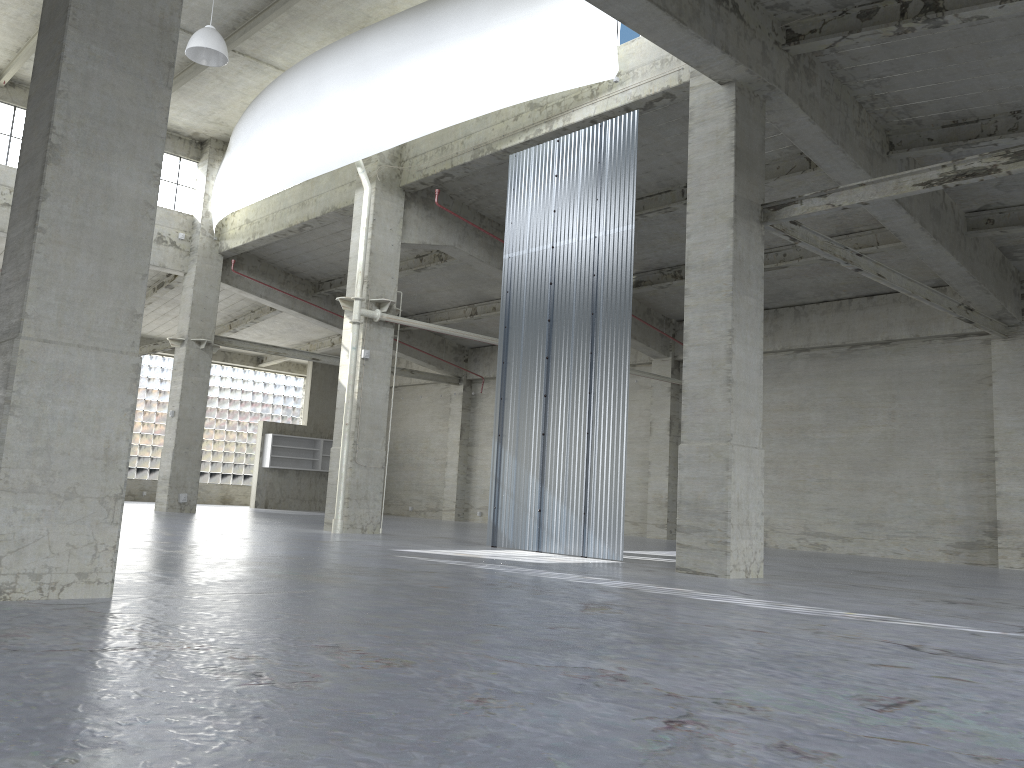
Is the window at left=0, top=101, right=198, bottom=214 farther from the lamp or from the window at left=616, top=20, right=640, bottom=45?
the window at left=616, top=20, right=640, bottom=45

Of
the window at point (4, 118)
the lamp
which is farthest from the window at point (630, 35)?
the window at point (4, 118)

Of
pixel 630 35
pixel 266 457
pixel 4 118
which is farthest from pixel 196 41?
pixel 266 457

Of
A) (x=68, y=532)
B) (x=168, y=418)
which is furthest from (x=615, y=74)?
(x=168, y=418)

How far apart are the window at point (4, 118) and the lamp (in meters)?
12.76

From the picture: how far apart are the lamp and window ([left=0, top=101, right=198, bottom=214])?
12.76m

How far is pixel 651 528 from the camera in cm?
3575

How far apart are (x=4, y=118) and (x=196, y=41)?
13.71m

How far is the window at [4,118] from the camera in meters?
32.3

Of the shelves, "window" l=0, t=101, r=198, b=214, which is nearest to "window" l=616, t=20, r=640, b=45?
"window" l=0, t=101, r=198, b=214
